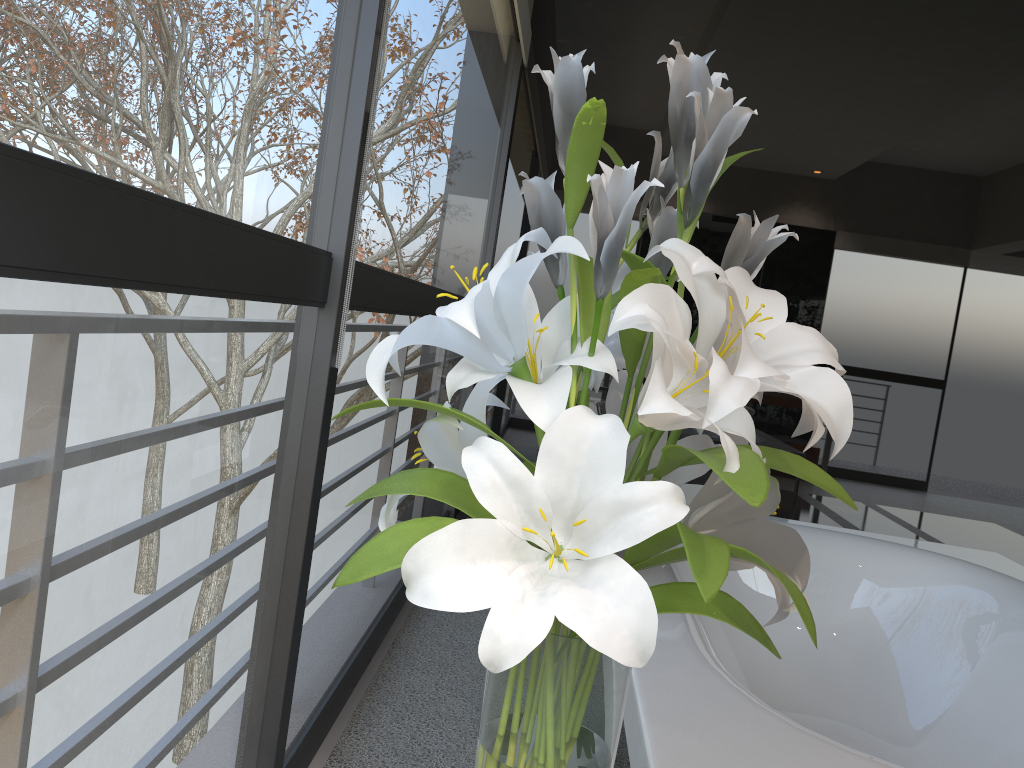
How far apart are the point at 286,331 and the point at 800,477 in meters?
2.5

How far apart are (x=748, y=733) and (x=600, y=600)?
0.68m

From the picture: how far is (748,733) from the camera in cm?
122

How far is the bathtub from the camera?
Answer: 1.22m

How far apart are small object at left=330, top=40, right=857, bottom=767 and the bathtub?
0.28m

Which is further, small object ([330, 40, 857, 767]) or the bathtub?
the bathtub

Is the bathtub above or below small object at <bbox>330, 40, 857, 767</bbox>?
below

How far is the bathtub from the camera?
1.22m
